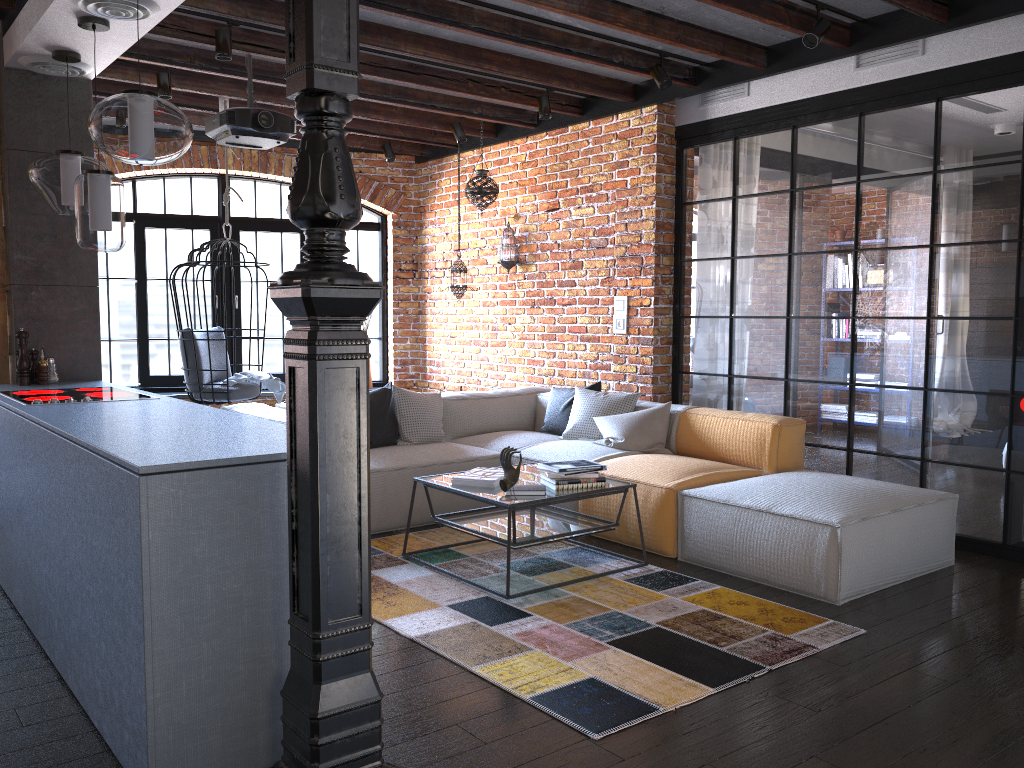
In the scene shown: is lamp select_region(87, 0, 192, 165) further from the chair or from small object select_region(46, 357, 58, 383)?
the chair

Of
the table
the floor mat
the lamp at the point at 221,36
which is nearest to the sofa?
the floor mat

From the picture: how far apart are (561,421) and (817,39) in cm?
273

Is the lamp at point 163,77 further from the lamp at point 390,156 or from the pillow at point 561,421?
the pillow at point 561,421

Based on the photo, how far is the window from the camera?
7.60m

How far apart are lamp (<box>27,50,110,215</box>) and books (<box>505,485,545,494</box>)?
2.46m

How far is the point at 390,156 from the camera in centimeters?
757cm

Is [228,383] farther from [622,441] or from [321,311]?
[321,311]

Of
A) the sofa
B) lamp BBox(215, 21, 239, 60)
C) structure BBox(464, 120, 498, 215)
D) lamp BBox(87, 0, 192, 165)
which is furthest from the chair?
lamp BBox(87, 0, 192, 165)

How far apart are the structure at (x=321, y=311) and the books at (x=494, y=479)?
2.0m
